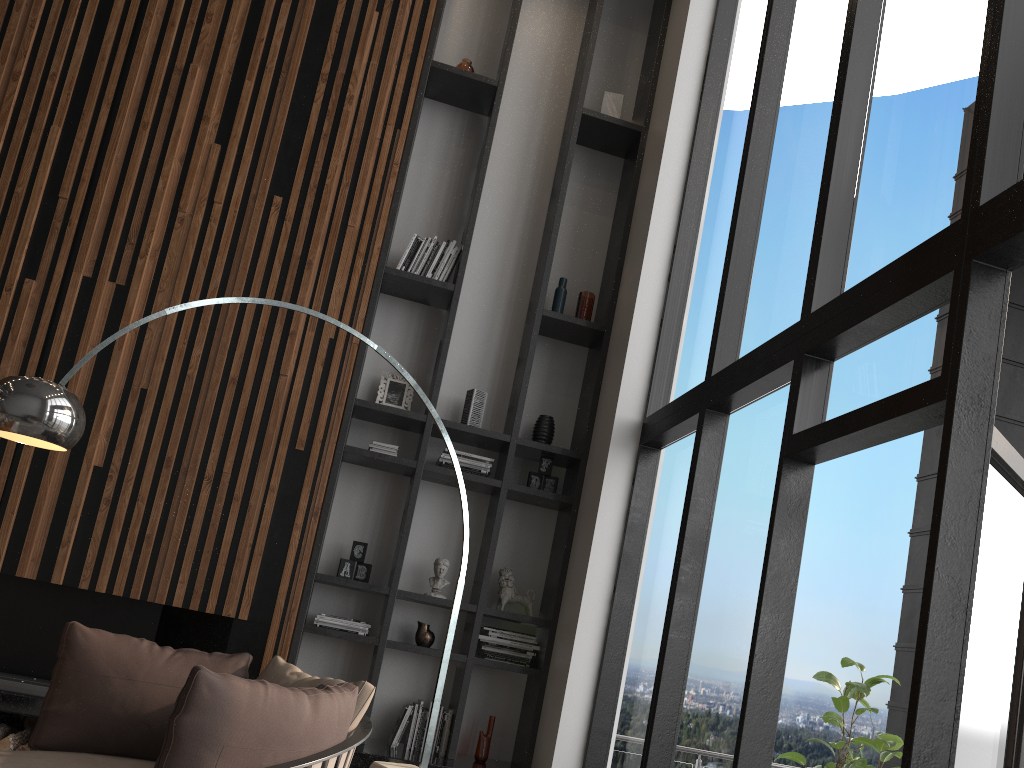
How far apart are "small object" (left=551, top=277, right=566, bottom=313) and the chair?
2.83m

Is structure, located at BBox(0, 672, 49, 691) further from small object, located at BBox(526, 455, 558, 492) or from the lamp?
small object, located at BBox(526, 455, 558, 492)

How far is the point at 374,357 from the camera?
5.50m

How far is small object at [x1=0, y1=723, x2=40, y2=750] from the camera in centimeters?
402cm

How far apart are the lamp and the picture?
1.33m

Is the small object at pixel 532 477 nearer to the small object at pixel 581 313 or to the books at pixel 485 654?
the books at pixel 485 654

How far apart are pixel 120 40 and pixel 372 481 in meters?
2.9 m

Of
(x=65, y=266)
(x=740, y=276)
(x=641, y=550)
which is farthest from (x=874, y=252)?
(x=65, y=266)

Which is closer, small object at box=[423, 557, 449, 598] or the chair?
the chair

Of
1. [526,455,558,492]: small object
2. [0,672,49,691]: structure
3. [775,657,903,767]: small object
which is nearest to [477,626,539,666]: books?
[526,455,558,492]: small object
